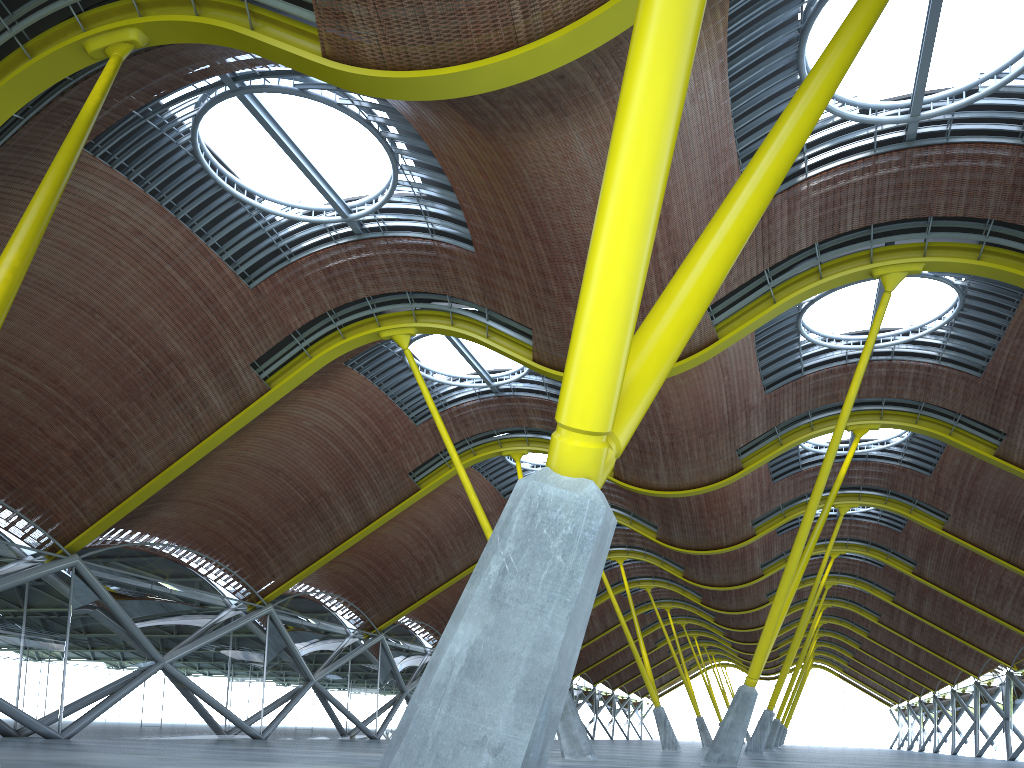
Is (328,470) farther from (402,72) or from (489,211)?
(402,72)
